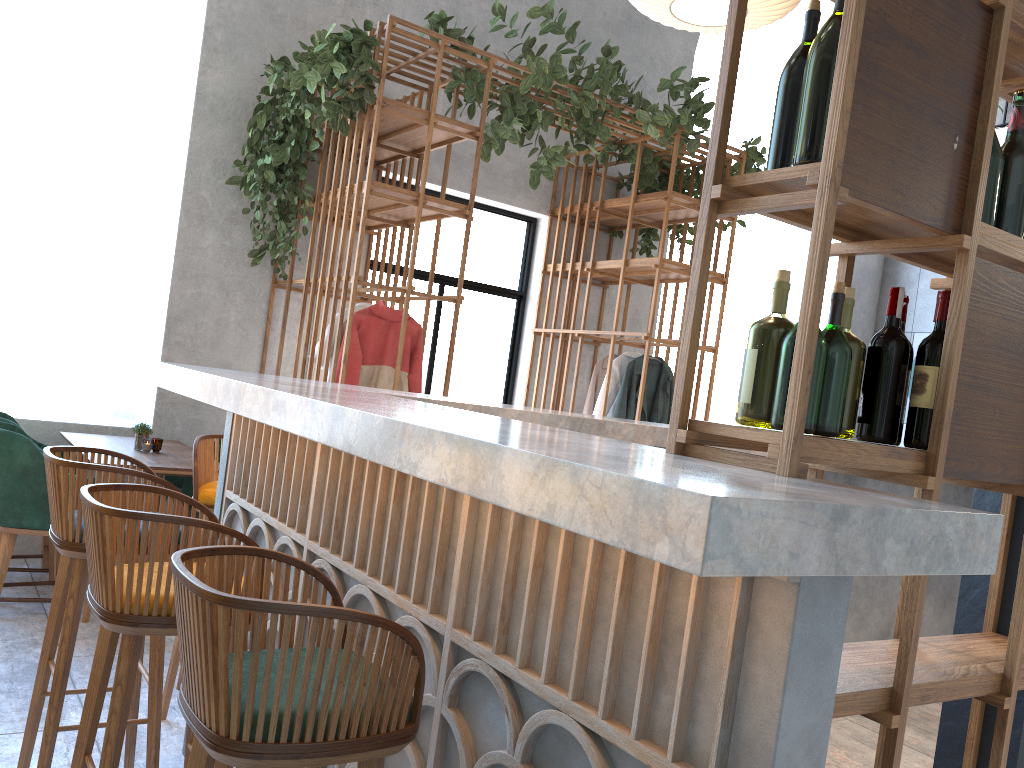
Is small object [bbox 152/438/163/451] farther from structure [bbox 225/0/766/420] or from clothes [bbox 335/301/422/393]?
structure [bbox 225/0/766/420]

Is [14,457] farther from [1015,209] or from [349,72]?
[1015,209]

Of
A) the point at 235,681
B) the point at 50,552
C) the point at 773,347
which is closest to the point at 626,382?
the point at 50,552

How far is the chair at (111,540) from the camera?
1.74m

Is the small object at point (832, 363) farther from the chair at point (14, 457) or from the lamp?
the chair at point (14, 457)

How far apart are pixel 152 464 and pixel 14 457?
0.58m

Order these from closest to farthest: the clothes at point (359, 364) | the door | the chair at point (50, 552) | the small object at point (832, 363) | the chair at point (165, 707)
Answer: the small object at point (832, 363) < the chair at point (165, 707) < the chair at point (50, 552) < the clothes at point (359, 364) < the door

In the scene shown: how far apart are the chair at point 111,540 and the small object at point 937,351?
1.3m

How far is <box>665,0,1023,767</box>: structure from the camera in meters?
1.4 m

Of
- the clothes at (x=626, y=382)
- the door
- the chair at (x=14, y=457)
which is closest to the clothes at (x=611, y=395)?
the clothes at (x=626, y=382)
